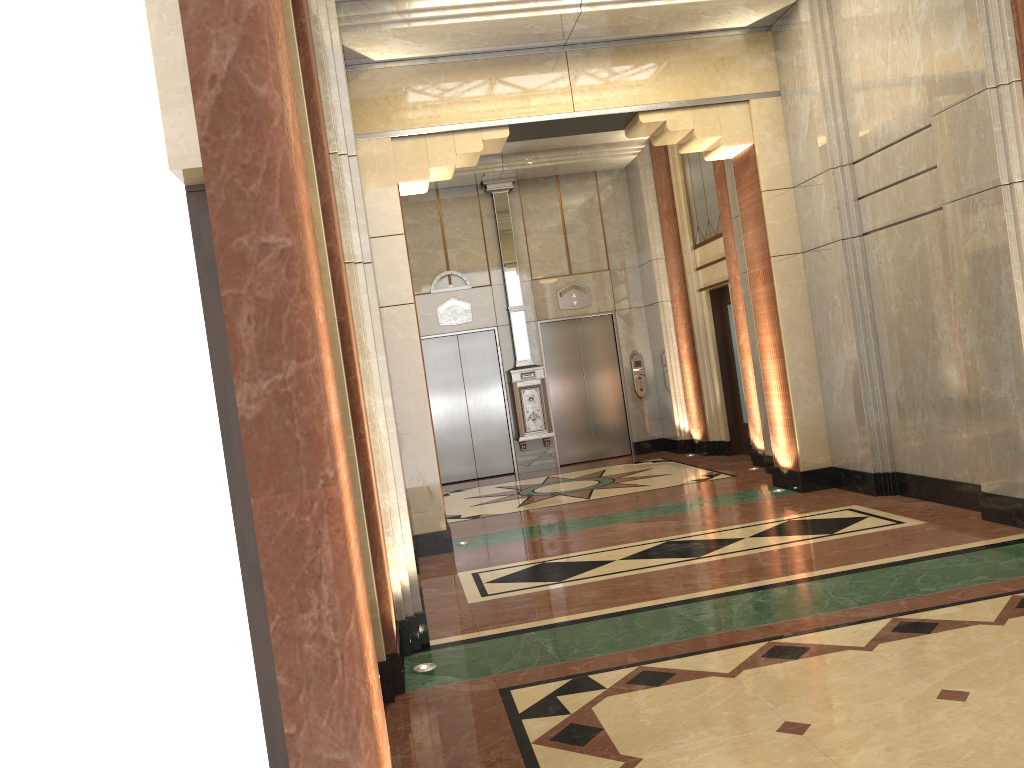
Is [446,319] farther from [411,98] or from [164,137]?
[164,137]
